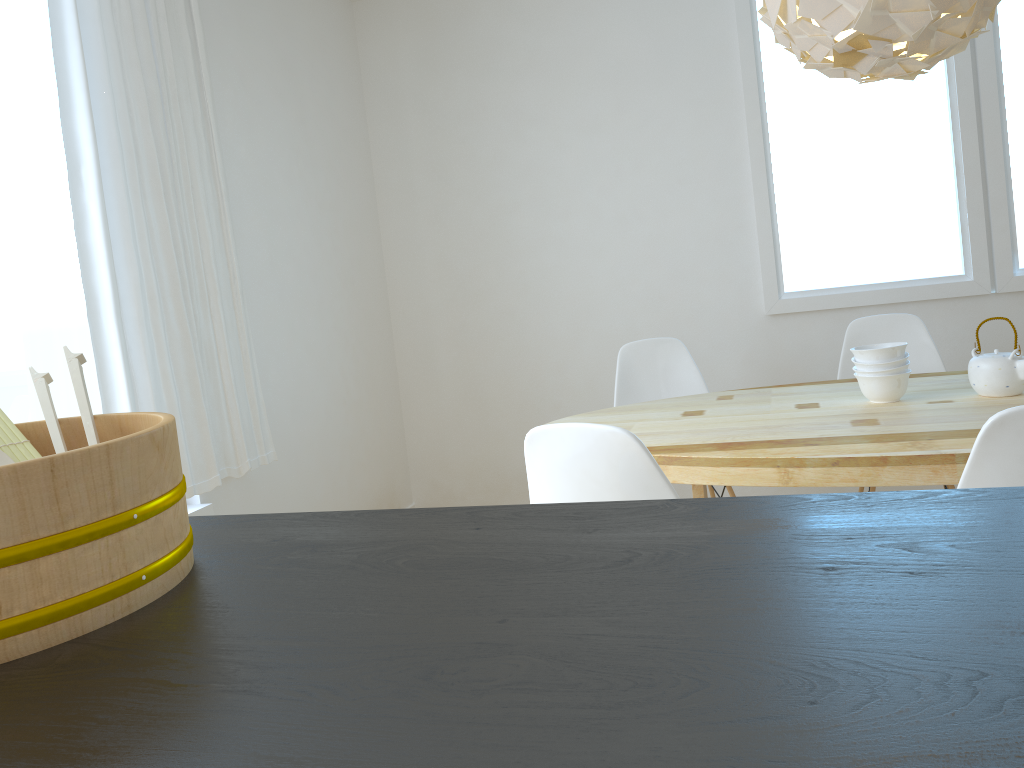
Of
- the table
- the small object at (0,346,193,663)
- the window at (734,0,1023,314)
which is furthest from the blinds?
the window at (734,0,1023,314)

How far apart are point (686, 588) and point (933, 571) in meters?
0.2

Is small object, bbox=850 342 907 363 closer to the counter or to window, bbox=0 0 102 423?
the counter

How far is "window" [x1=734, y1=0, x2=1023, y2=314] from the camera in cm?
367

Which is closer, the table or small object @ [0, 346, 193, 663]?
small object @ [0, 346, 193, 663]

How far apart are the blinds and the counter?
1.8 meters

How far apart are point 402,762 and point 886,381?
2.27m

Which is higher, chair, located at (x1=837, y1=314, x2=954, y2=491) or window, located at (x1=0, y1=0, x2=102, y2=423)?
window, located at (x1=0, y1=0, x2=102, y2=423)

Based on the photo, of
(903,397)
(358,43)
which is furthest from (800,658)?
(358,43)

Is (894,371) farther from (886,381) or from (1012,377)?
(1012,377)
